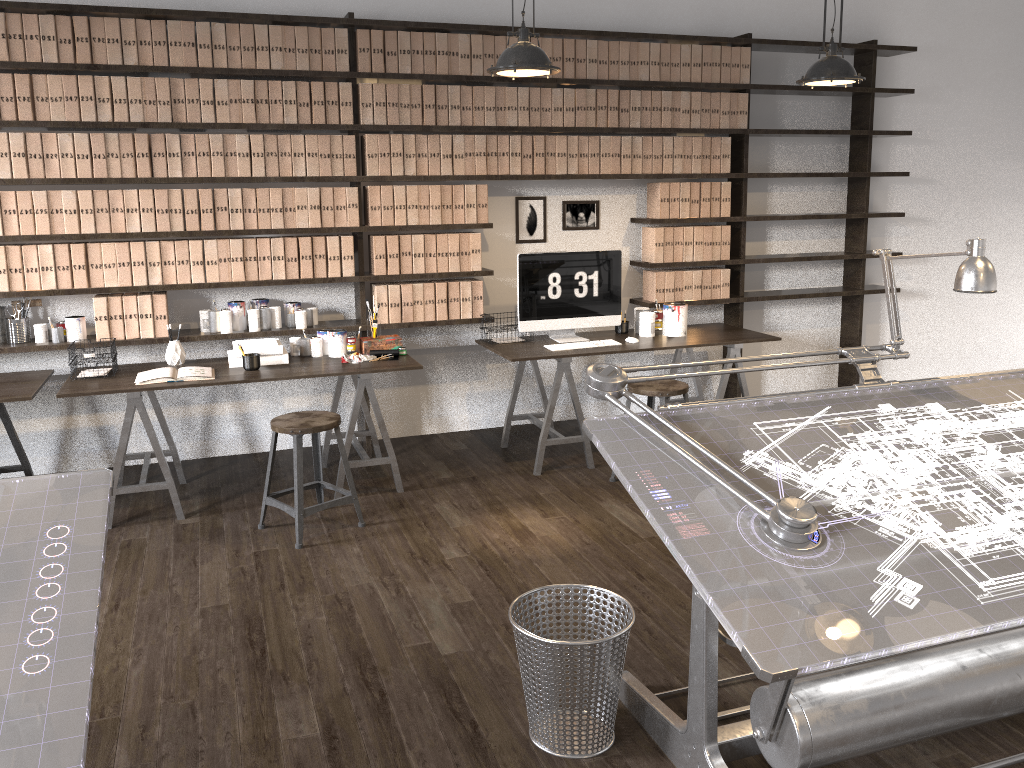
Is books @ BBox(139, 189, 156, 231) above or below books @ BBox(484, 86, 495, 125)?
below

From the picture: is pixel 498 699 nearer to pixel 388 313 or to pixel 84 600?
pixel 84 600

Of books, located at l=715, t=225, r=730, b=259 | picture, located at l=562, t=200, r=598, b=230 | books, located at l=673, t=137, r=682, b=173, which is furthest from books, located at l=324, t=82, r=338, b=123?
books, located at l=715, t=225, r=730, b=259

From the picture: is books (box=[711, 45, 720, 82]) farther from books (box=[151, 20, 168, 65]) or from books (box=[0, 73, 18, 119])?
books (box=[0, 73, 18, 119])

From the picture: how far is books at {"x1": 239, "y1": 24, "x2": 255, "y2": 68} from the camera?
4.5 meters

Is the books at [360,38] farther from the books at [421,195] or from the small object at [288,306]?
the small object at [288,306]

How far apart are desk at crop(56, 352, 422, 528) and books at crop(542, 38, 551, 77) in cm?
191

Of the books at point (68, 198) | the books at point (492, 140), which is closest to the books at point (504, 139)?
the books at point (492, 140)

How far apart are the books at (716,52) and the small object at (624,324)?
1.6 meters

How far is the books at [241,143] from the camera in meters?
4.6 m
